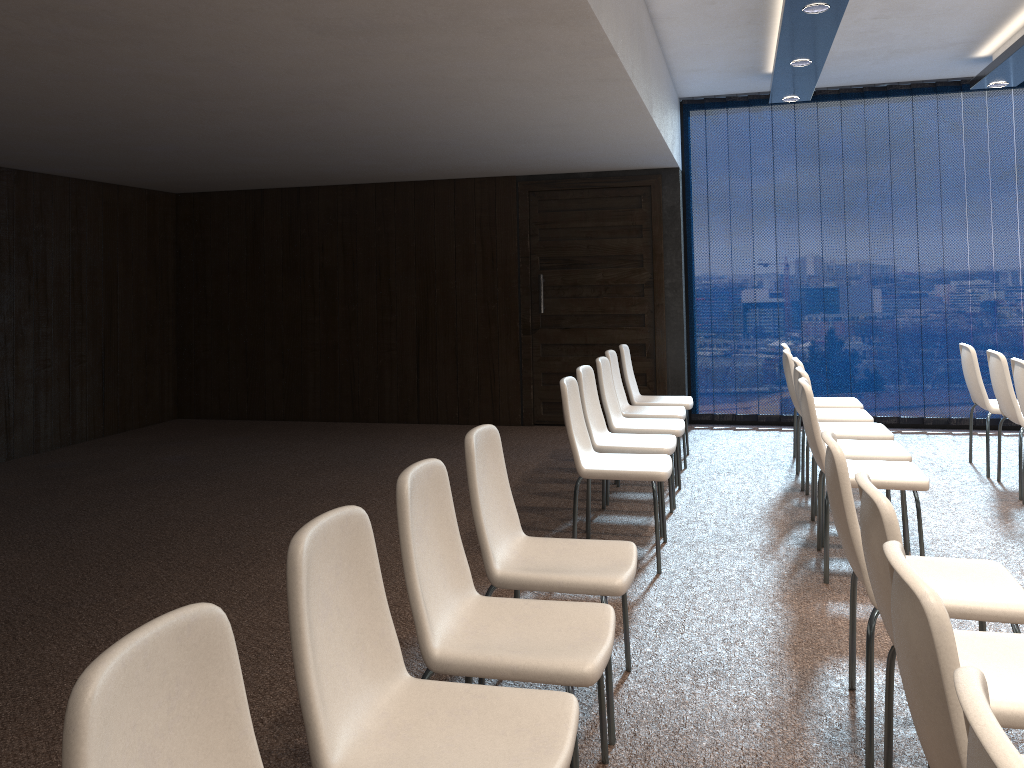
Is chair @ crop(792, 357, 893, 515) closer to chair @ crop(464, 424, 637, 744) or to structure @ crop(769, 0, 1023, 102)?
structure @ crop(769, 0, 1023, 102)

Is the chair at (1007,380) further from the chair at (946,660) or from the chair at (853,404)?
the chair at (946,660)

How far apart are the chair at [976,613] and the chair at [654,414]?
3.07m

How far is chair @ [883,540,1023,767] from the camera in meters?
1.4 m

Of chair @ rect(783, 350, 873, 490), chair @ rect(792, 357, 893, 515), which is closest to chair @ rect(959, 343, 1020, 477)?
chair @ rect(783, 350, 873, 490)

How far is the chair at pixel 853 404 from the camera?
6.4m

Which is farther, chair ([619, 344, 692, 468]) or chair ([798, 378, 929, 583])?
chair ([619, 344, 692, 468])

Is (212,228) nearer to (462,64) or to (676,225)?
(676,225)

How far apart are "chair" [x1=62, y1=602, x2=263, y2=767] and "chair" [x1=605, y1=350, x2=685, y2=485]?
4.8m

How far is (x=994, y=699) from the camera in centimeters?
199cm
